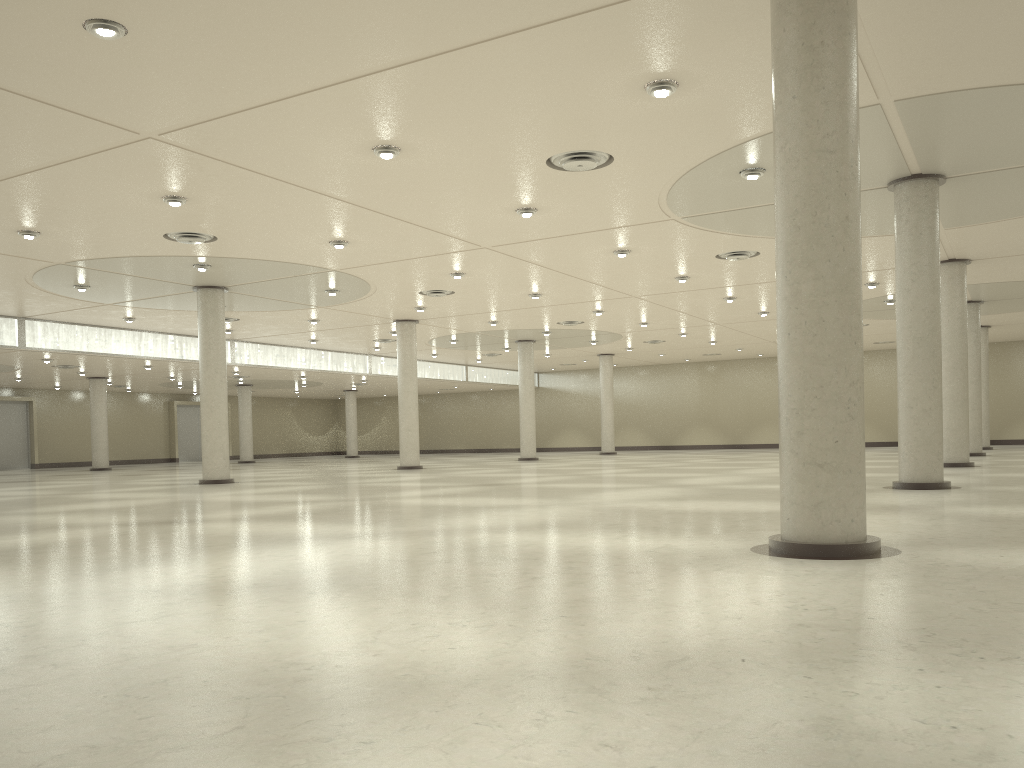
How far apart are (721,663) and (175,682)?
5.8 meters
